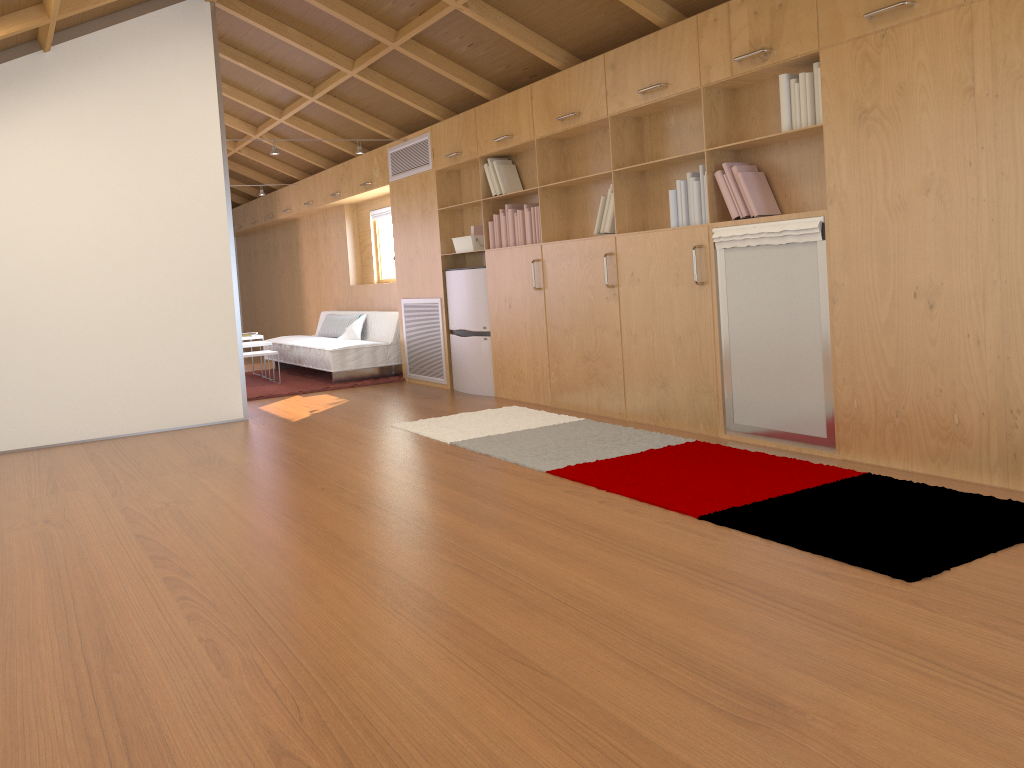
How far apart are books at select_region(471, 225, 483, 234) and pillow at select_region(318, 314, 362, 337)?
2.7m

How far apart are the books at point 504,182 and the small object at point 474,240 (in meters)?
0.48

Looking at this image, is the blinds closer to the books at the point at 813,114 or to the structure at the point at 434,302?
the structure at the point at 434,302

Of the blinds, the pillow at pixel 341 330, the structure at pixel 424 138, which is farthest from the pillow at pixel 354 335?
the structure at pixel 424 138

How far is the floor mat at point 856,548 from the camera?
2.8m

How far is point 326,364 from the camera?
8.1 meters

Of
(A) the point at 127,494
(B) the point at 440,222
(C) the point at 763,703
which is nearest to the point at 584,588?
(C) the point at 763,703

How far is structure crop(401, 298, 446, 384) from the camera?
7.4 meters

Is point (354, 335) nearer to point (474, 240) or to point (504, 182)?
point (474, 240)

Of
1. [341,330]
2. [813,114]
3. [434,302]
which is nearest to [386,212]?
[341,330]
